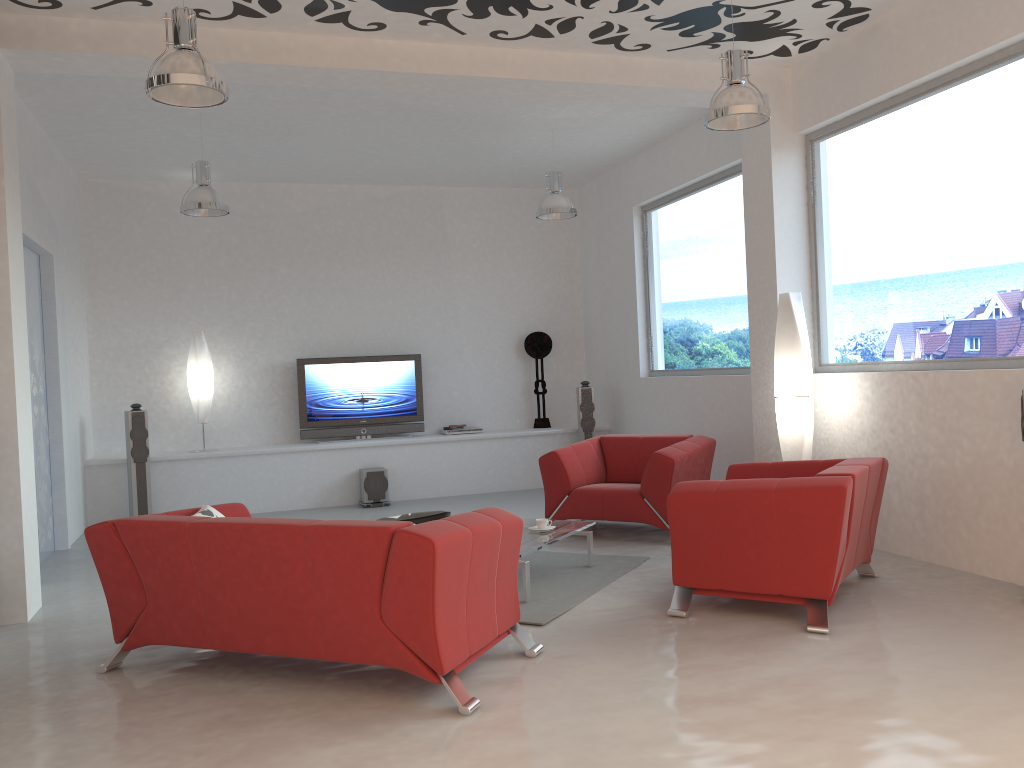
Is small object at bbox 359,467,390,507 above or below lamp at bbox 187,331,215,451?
below

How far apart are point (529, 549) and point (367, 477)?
4.3m

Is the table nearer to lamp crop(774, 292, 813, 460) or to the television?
lamp crop(774, 292, 813, 460)

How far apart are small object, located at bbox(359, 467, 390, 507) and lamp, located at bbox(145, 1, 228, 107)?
5.17m

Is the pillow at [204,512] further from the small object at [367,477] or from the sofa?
the small object at [367,477]

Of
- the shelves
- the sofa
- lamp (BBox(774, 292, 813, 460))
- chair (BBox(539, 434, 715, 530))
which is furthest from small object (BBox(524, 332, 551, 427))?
the sofa

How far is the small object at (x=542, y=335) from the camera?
10.4m

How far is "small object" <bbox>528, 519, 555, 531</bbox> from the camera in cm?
564

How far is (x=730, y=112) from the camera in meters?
5.0

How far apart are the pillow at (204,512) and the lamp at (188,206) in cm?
340
